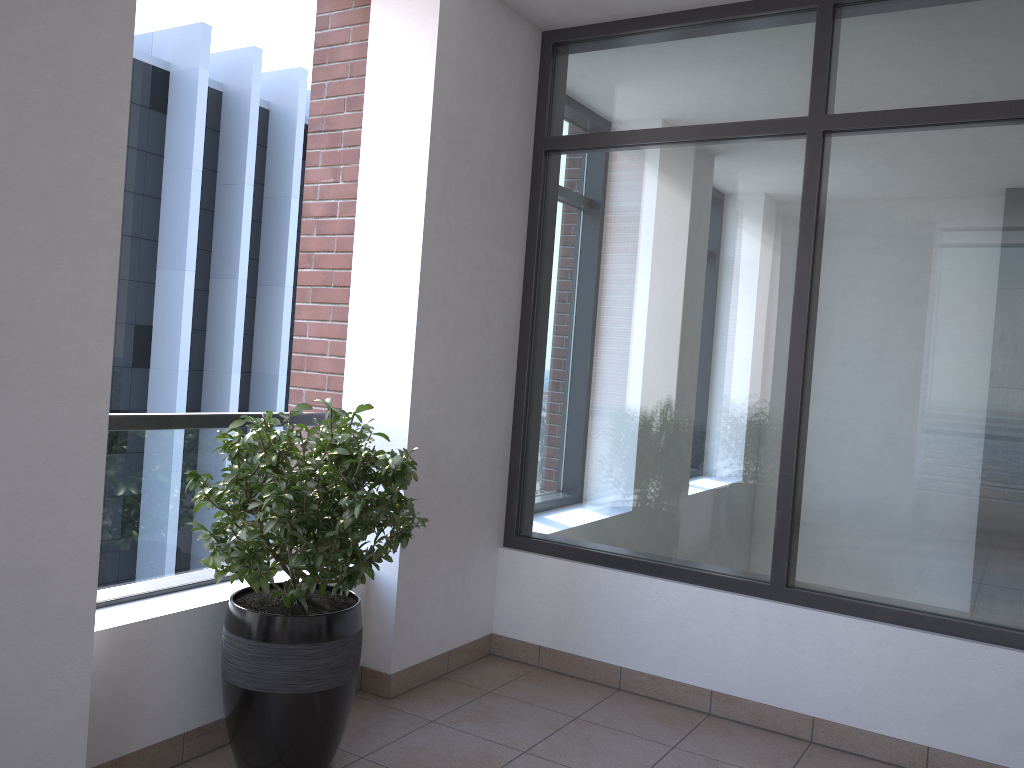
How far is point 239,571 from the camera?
2.62m

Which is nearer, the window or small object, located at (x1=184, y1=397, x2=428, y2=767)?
small object, located at (x1=184, y1=397, x2=428, y2=767)

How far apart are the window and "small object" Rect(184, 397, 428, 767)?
1.2m

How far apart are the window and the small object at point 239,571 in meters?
1.2

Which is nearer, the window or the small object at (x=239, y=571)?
the small object at (x=239, y=571)

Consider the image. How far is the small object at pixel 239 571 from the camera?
2.62m

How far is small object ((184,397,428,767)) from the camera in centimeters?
262cm

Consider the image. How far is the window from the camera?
3.18m
